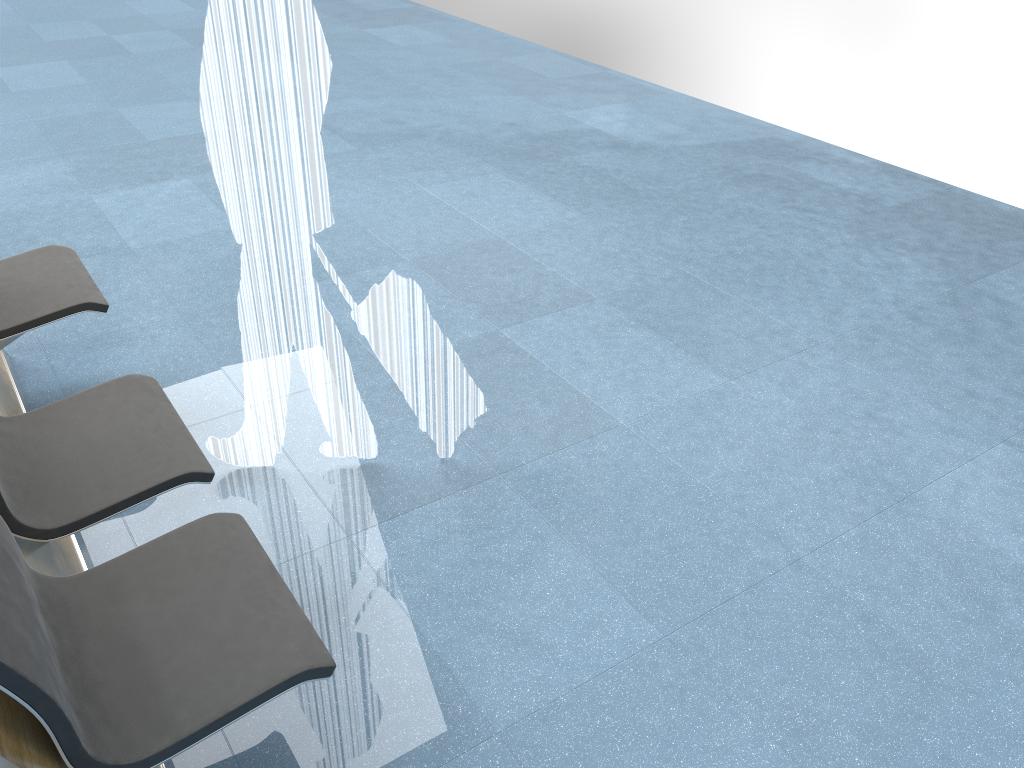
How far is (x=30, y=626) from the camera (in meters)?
1.38

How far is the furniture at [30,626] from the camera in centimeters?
138cm

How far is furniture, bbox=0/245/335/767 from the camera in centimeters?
138cm

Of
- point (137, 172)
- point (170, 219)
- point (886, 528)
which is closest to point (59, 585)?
point (886, 528)
